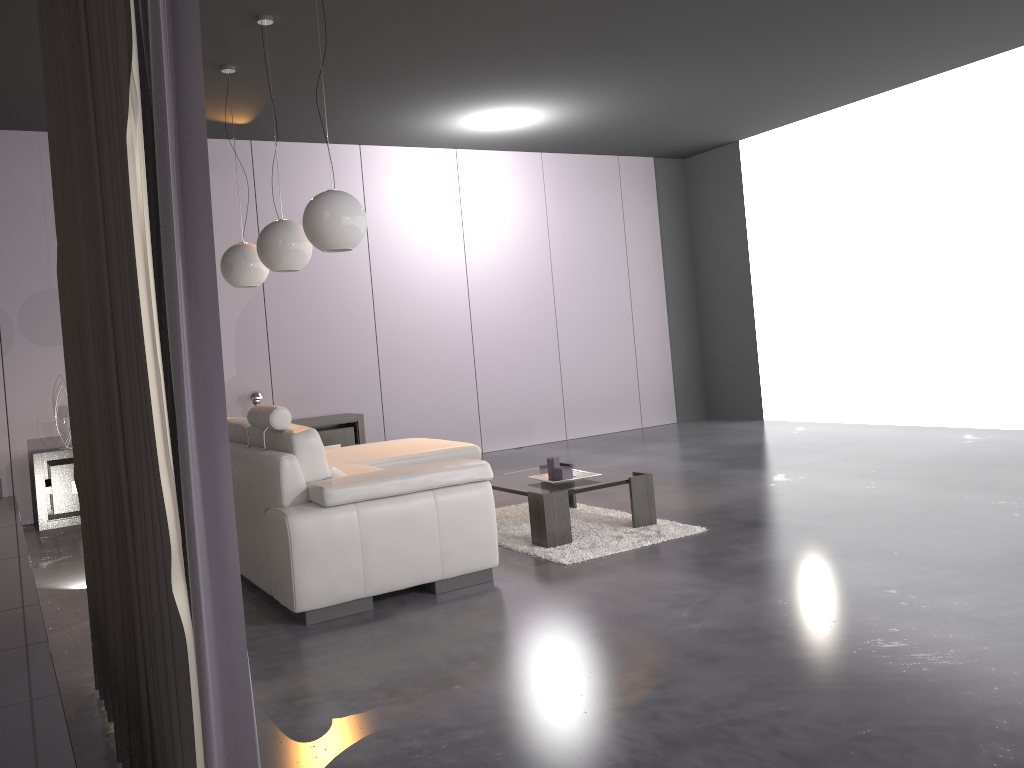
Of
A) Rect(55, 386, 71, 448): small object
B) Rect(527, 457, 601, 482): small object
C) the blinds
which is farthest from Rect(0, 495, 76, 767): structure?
Rect(527, 457, 601, 482): small object

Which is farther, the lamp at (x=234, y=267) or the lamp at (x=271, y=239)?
the lamp at (x=234, y=267)

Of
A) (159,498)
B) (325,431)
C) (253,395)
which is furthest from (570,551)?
(253,395)

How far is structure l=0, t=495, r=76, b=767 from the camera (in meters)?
1.83

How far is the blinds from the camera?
1.45m

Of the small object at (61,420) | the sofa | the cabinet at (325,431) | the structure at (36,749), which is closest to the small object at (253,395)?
the cabinet at (325,431)

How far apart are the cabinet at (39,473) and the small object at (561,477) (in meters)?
3.74

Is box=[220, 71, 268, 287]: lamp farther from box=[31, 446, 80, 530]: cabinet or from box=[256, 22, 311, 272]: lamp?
box=[31, 446, 80, 530]: cabinet

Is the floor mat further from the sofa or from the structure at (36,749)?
the structure at (36,749)

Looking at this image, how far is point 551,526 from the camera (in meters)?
4.45
